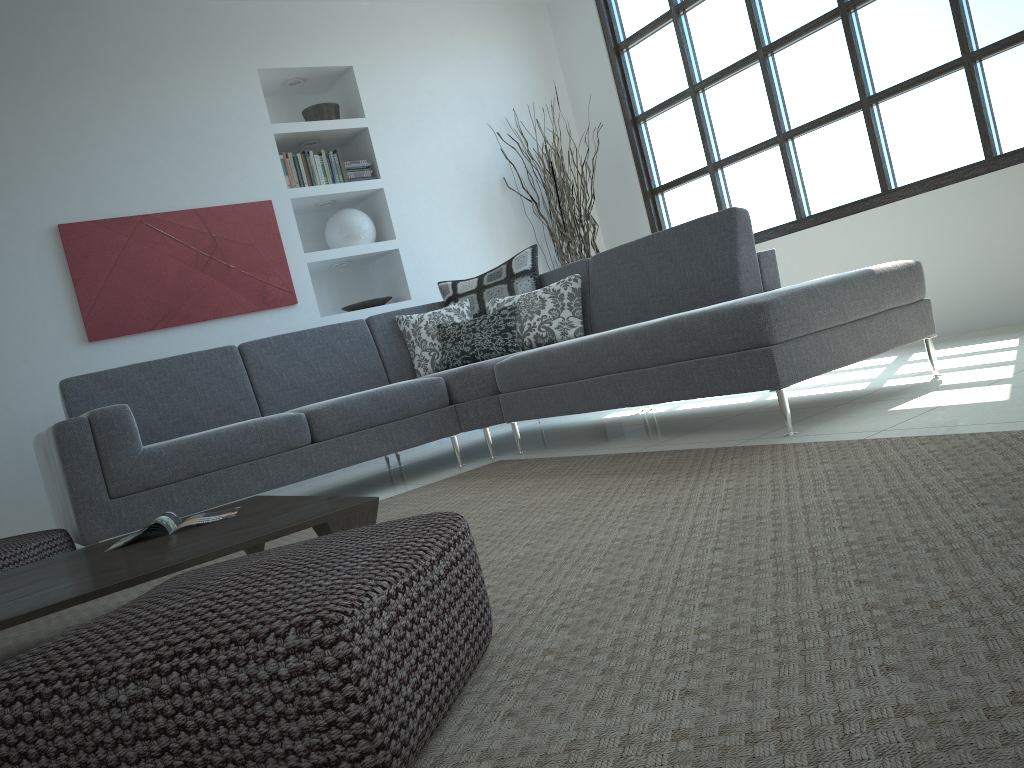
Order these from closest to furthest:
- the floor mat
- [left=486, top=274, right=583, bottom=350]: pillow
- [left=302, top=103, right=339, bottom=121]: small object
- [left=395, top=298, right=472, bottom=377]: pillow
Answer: the floor mat
[left=486, top=274, right=583, bottom=350]: pillow
[left=395, top=298, right=472, bottom=377]: pillow
[left=302, top=103, right=339, bottom=121]: small object

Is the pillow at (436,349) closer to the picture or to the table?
the picture

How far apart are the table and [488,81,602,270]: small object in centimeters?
374cm

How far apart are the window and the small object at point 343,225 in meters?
2.0 m

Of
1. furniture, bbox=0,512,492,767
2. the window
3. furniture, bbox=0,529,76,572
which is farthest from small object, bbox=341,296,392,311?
furniture, bbox=0,512,492,767

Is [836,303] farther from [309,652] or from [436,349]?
[309,652]

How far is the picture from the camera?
4.9 meters

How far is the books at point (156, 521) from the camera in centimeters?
249cm

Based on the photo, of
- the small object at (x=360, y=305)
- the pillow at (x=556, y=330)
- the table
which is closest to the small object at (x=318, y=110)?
the small object at (x=360, y=305)

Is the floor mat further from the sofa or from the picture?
the picture
